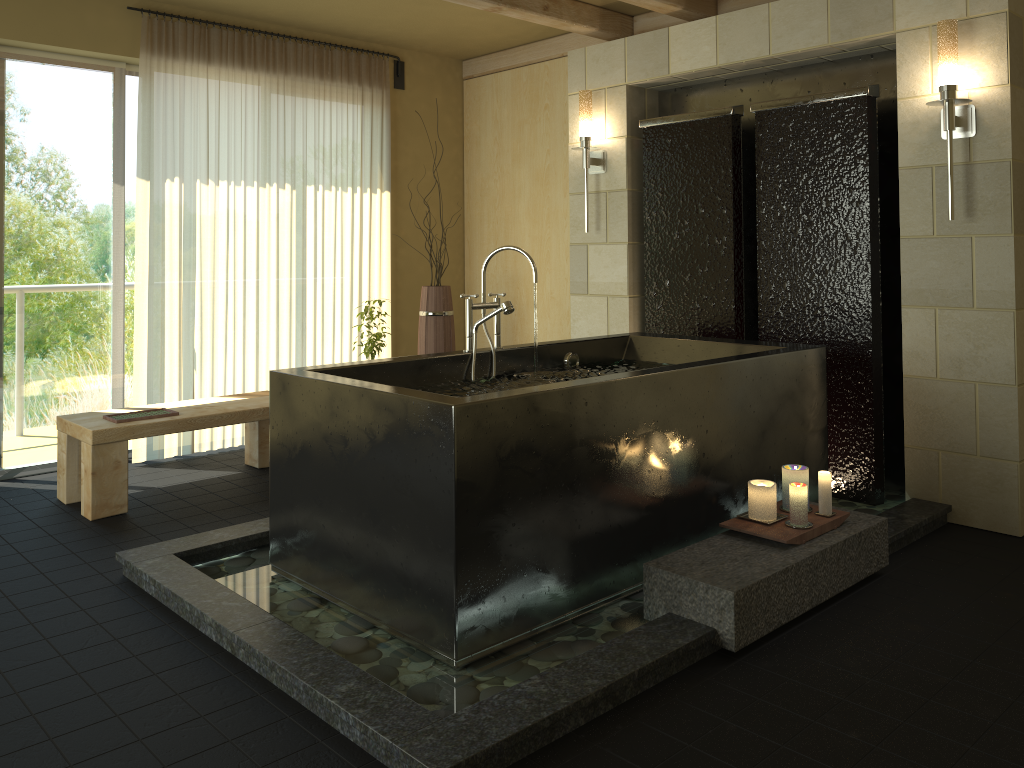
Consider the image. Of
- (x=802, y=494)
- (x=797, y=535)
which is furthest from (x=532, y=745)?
(x=802, y=494)

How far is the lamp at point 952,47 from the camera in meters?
3.5 m

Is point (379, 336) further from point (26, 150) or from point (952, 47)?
point (952, 47)

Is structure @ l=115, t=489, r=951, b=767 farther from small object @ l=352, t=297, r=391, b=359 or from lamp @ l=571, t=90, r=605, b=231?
lamp @ l=571, t=90, r=605, b=231

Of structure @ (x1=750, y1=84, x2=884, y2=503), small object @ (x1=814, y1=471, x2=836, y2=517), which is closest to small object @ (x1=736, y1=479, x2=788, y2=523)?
small object @ (x1=814, y1=471, x2=836, y2=517)

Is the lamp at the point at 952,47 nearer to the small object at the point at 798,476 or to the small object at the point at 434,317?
the small object at the point at 798,476

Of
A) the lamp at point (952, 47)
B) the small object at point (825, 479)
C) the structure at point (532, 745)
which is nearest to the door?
the structure at point (532, 745)

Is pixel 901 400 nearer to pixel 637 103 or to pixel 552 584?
pixel 637 103

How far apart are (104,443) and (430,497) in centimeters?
215cm

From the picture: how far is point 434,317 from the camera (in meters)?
5.45
